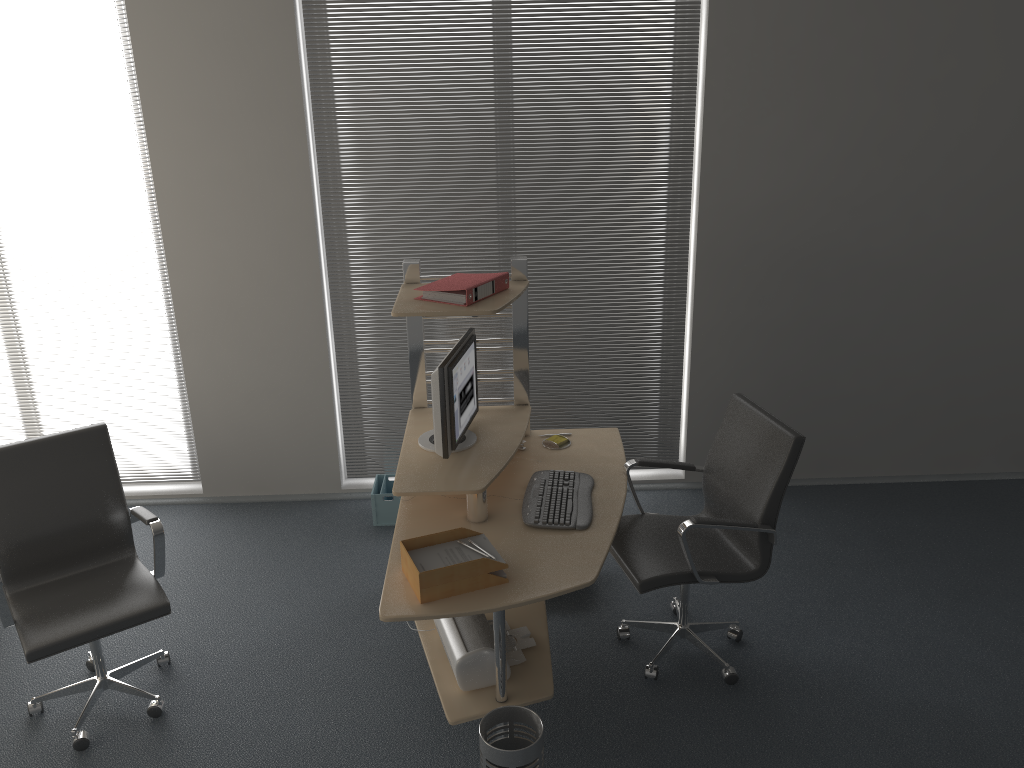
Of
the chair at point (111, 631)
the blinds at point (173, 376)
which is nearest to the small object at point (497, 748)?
the chair at point (111, 631)

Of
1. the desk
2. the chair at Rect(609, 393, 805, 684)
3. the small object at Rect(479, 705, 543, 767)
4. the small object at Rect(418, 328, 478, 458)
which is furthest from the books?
the small object at Rect(479, 705, 543, 767)

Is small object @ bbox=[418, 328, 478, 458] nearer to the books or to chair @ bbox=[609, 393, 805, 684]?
the books

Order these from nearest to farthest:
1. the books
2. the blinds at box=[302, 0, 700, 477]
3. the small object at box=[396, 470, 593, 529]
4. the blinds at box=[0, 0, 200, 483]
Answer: the small object at box=[396, 470, 593, 529]
the books
the blinds at box=[302, 0, 700, 477]
the blinds at box=[0, 0, 200, 483]

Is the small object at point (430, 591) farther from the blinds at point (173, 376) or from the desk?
the blinds at point (173, 376)

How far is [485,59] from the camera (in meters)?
4.42

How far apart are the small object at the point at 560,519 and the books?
0.8m

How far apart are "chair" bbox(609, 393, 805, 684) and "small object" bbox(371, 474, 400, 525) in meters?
1.5 m

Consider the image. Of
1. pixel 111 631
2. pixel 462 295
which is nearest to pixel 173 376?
pixel 111 631

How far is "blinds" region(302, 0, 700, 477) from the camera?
4.39m
